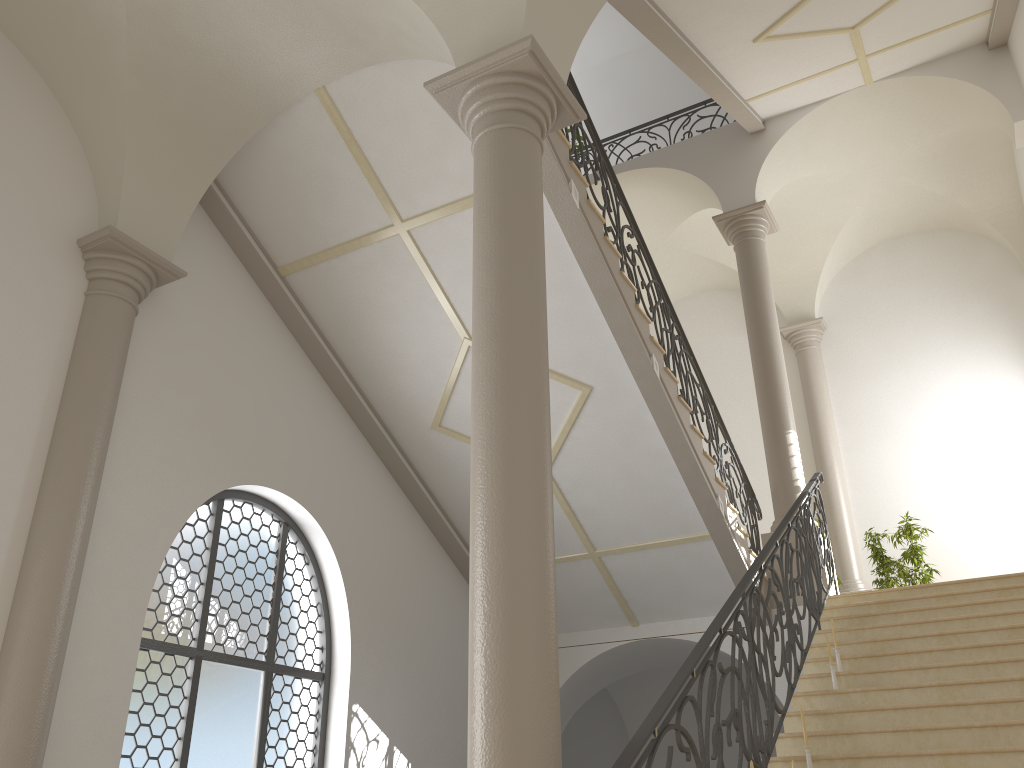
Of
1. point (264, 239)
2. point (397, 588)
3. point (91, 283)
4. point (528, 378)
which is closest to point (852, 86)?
point (264, 239)

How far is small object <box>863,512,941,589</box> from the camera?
10.9 meters

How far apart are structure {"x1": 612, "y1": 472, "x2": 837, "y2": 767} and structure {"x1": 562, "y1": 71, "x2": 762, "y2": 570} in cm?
76

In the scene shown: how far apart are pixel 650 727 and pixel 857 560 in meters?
9.4

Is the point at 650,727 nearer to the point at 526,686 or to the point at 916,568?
the point at 526,686

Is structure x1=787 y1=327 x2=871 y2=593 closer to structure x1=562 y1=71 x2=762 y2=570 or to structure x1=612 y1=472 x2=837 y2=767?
structure x1=562 y1=71 x2=762 y2=570

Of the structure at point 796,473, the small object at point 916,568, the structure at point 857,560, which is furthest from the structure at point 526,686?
the structure at point 857,560

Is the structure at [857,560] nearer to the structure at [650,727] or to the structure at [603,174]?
the structure at [603,174]

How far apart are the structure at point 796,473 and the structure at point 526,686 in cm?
A: 581

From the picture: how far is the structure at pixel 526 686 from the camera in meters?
3.5
